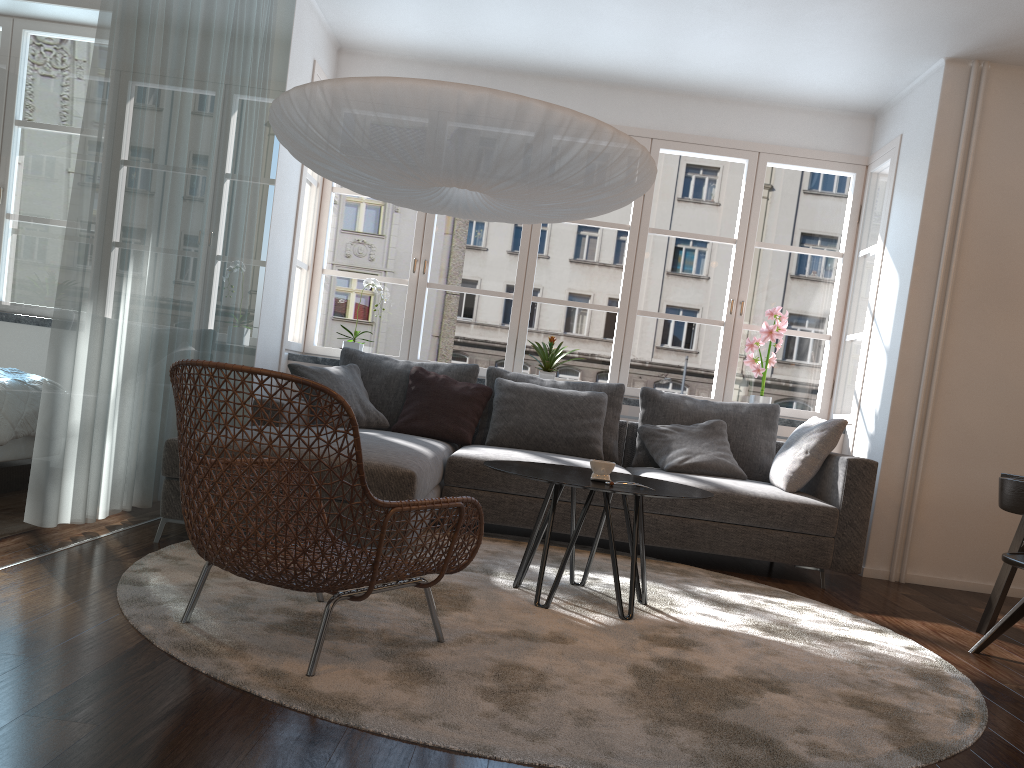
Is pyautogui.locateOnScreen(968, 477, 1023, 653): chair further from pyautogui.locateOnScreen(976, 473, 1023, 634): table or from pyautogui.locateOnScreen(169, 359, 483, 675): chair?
pyautogui.locateOnScreen(169, 359, 483, 675): chair

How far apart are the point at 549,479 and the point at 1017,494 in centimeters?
164cm

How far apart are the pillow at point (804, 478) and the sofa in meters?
0.0

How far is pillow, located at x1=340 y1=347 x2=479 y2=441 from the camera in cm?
506

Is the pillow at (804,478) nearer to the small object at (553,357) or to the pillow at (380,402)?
the small object at (553,357)

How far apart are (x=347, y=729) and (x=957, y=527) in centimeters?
405cm

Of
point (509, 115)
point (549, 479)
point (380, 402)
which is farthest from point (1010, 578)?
point (380, 402)

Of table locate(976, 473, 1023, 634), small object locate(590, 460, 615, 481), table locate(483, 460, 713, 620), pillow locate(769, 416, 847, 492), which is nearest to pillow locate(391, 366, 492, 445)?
table locate(483, 460, 713, 620)

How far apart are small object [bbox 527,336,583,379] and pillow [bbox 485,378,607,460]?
0.5 meters

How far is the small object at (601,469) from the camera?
3.1 meters
